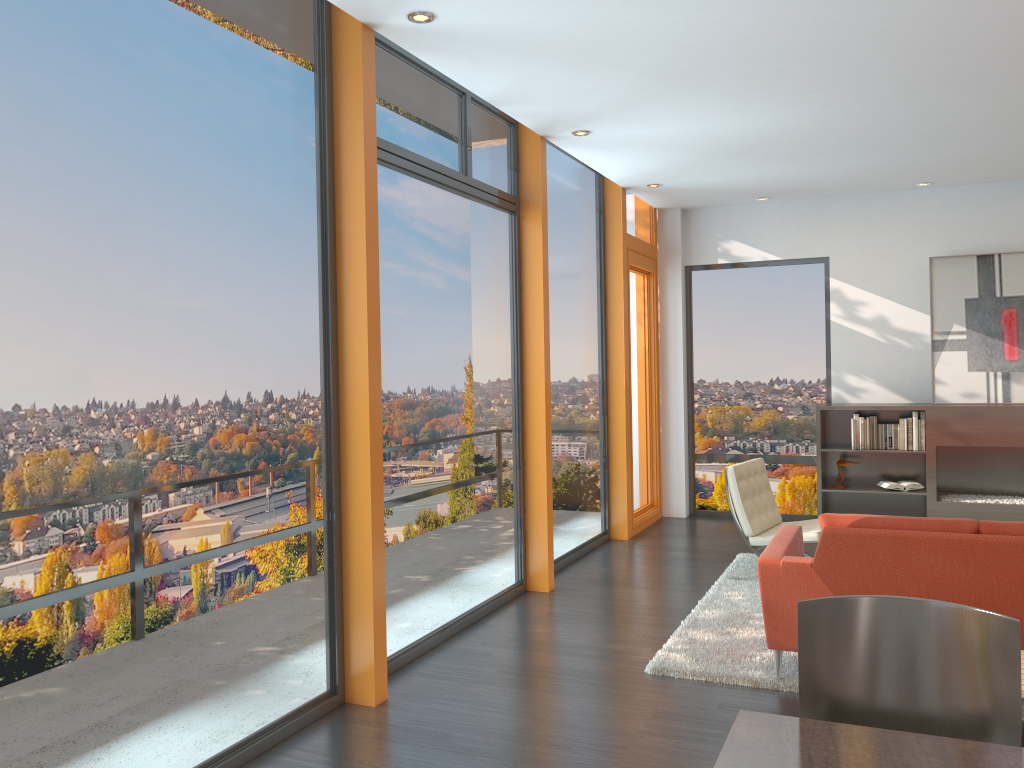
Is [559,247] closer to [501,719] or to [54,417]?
[501,719]

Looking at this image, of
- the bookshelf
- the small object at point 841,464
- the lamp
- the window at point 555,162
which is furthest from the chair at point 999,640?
the small object at point 841,464

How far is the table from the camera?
1.9 meters

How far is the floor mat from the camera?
4.4 meters

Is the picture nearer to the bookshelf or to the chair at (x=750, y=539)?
the bookshelf

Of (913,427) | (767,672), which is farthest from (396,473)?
(913,427)

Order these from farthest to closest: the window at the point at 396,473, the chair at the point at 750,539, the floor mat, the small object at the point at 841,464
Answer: the small object at the point at 841,464
the chair at the point at 750,539
the window at the point at 396,473
the floor mat

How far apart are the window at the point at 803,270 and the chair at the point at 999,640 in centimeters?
679cm

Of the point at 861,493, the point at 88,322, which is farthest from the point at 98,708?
the point at 861,493

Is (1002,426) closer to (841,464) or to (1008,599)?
(841,464)
